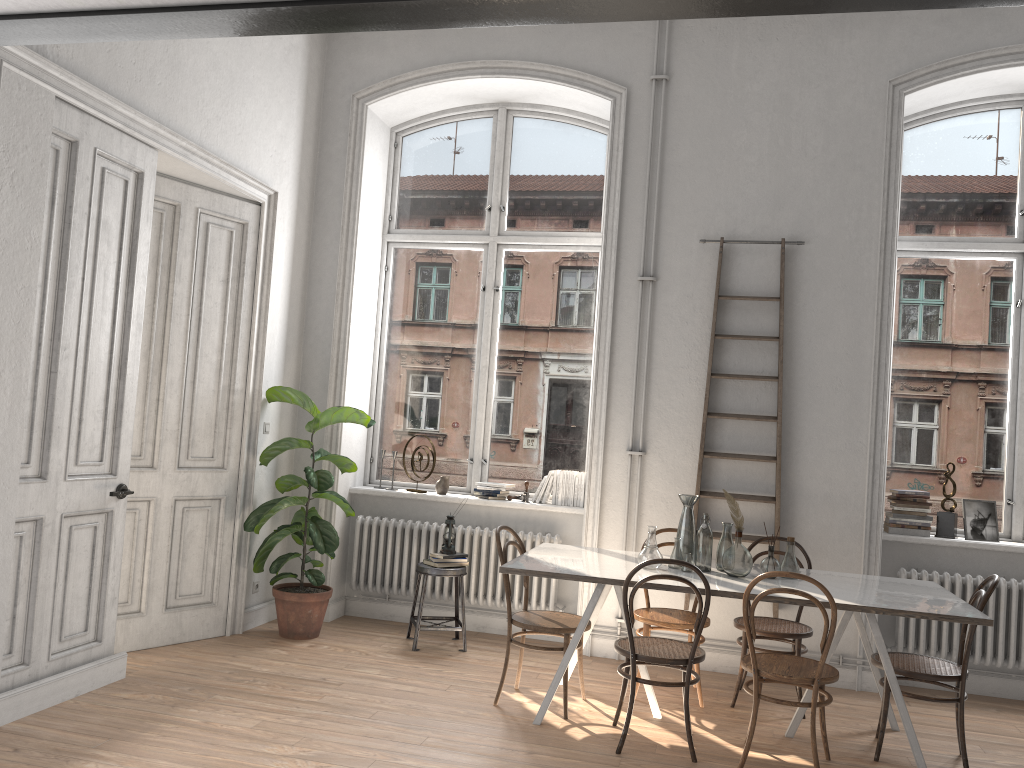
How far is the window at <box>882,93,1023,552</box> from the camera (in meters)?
5.84

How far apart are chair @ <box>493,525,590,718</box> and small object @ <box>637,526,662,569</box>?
0.50m

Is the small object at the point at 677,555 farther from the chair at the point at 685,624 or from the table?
the chair at the point at 685,624

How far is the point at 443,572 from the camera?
5.7 meters

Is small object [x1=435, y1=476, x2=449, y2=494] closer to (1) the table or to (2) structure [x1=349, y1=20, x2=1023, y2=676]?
(2) structure [x1=349, y1=20, x2=1023, y2=676]

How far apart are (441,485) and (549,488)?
0.80m

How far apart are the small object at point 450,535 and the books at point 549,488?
0.75m

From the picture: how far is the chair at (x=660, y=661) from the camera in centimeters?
407cm

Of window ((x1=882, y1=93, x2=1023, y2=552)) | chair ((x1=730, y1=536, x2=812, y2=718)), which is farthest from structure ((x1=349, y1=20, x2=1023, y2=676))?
window ((x1=882, y1=93, x2=1023, y2=552))

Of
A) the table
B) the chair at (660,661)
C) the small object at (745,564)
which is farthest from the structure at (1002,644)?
the chair at (660,661)
